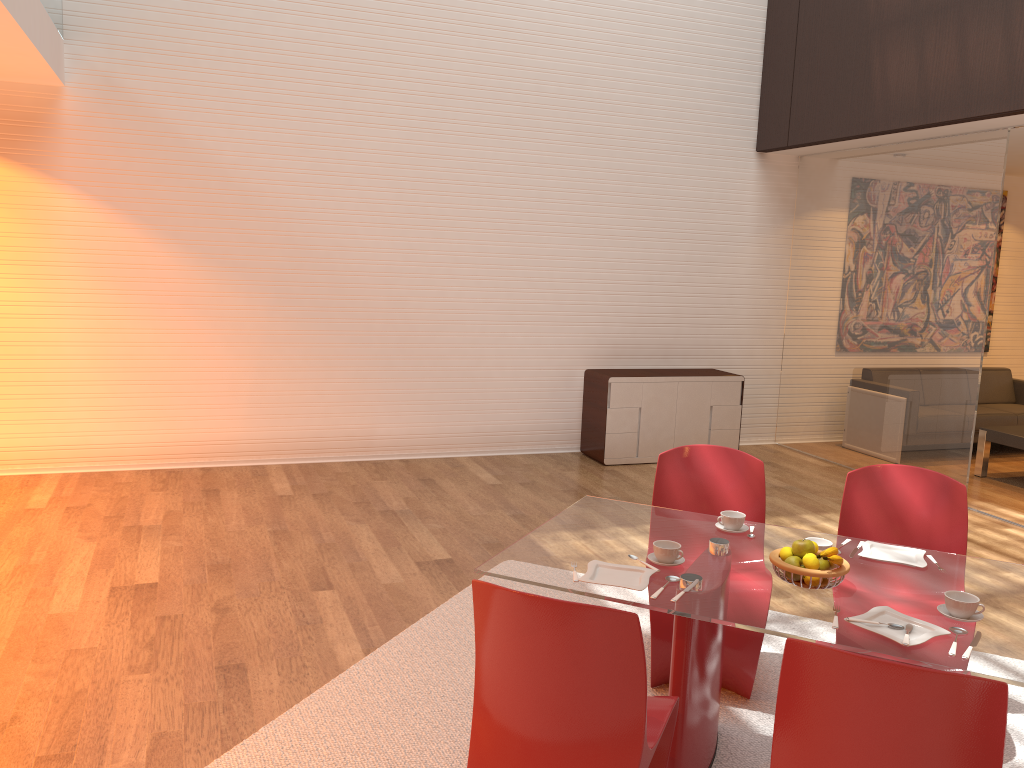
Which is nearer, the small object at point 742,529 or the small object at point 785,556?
the small object at point 785,556

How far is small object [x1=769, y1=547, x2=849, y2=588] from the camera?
2.6m

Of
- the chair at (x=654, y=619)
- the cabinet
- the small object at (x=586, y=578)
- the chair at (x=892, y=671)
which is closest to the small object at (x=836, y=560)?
the small object at (x=586, y=578)

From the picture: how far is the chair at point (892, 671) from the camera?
1.8 meters

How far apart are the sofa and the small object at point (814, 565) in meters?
6.3 m

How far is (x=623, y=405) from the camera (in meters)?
7.29

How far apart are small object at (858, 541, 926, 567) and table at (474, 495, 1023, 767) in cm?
3

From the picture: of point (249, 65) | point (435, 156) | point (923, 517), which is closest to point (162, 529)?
point (249, 65)

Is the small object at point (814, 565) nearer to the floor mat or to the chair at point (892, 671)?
the chair at point (892, 671)

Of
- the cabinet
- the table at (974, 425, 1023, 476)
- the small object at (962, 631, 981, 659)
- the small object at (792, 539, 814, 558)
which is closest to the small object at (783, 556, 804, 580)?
the small object at (792, 539, 814, 558)
